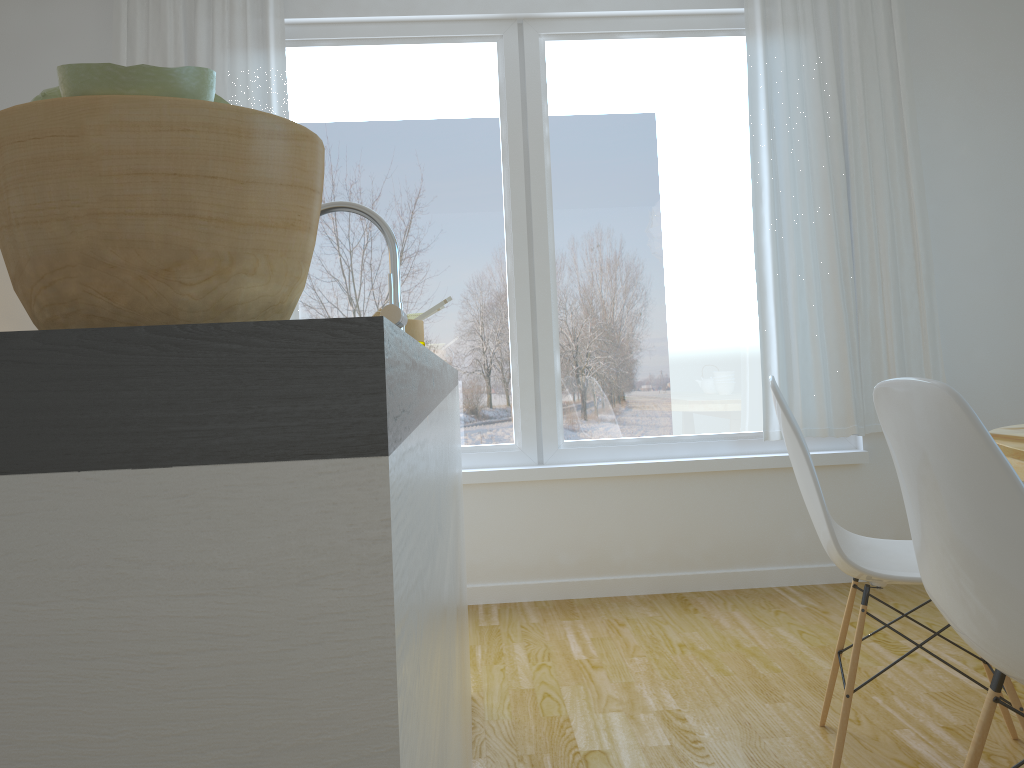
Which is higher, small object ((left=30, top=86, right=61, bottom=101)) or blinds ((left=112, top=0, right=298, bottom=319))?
blinds ((left=112, top=0, right=298, bottom=319))

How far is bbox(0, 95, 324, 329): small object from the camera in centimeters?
47cm

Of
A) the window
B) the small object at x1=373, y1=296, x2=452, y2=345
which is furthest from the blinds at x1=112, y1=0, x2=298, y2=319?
the small object at x1=373, y1=296, x2=452, y2=345

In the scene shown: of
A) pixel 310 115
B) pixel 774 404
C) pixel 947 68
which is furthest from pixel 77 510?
pixel 947 68

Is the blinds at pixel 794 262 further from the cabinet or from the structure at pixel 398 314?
the structure at pixel 398 314

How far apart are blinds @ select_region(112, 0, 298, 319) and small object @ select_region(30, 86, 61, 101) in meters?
3.1

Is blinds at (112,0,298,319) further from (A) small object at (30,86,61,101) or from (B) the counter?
(A) small object at (30,86,61,101)

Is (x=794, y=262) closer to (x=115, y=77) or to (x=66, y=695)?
(x=115, y=77)

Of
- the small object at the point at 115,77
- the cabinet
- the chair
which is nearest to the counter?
the cabinet

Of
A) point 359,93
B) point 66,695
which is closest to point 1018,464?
point 66,695
